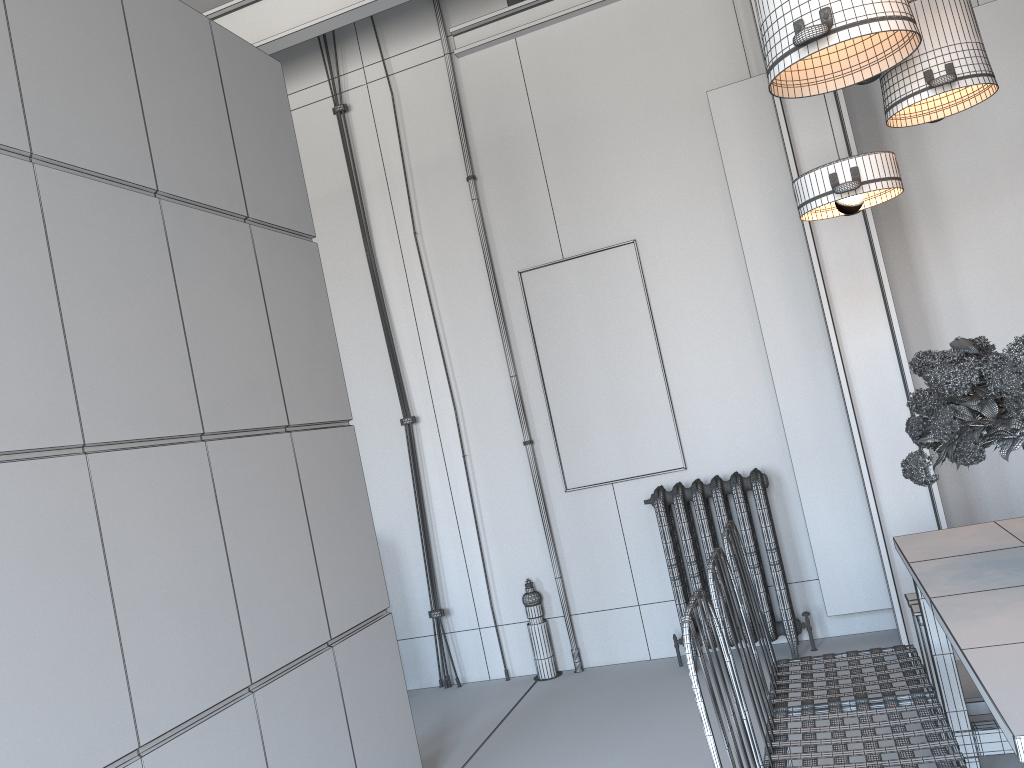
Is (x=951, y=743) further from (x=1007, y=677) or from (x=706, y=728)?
(x=706, y=728)

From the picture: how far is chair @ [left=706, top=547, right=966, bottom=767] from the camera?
2.1 meters

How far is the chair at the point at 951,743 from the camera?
2.1 meters

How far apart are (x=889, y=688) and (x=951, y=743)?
0.4m

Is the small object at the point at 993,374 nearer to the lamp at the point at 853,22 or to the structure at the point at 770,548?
the lamp at the point at 853,22

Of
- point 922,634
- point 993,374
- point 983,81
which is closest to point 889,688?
point 922,634

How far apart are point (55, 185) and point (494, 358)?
3.1 meters

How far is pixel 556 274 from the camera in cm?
520

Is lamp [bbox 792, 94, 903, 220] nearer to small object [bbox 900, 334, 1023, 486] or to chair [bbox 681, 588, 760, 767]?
small object [bbox 900, 334, 1023, 486]

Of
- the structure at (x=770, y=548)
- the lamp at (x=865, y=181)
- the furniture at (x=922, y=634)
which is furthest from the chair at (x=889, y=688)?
the structure at (x=770, y=548)
